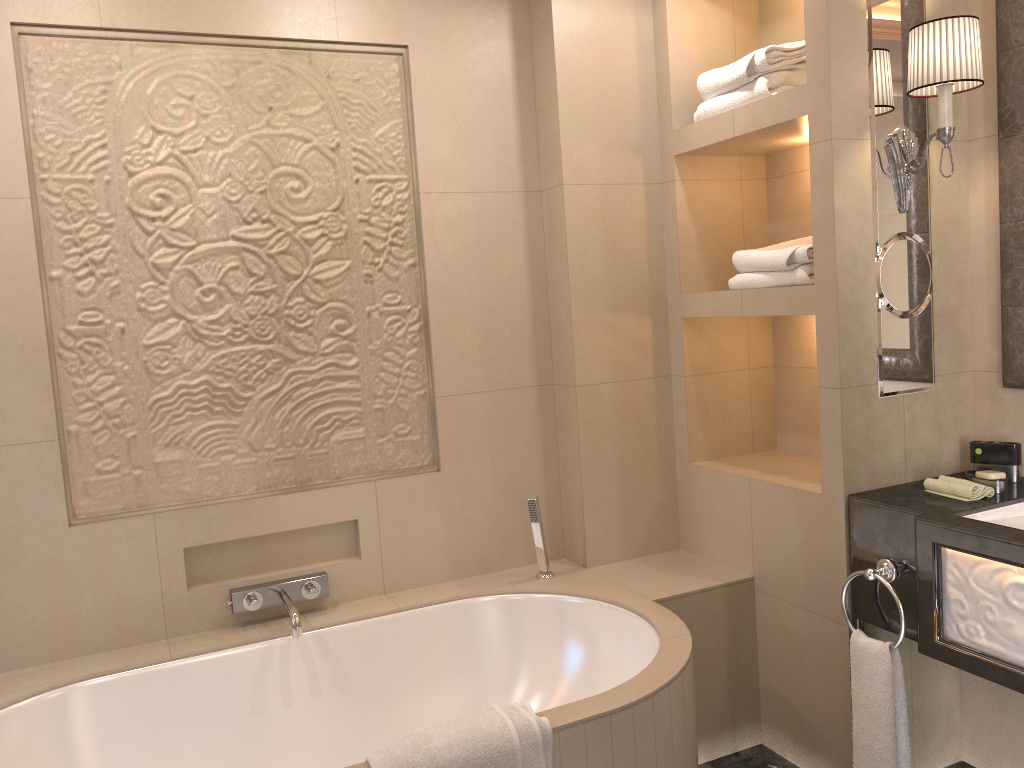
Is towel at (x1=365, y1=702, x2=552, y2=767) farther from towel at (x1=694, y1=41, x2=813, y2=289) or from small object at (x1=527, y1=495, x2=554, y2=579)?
towel at (x1=694, y1=41, x2=813, y2=289)

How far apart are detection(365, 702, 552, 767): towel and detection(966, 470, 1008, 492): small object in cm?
129

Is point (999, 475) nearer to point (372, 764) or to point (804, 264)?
point (804, 264)

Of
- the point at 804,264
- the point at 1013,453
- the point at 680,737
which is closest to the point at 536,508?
the point at 680,737

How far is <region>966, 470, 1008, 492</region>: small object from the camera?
2.2 meters

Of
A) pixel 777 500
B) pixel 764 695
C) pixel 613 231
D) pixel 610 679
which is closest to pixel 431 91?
pixel 613 231

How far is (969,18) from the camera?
2.13m

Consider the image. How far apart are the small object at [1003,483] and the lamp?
0.7 meters

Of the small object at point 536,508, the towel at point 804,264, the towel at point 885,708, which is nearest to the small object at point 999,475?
the towel at point 885,708

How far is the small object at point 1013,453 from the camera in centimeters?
233cm
